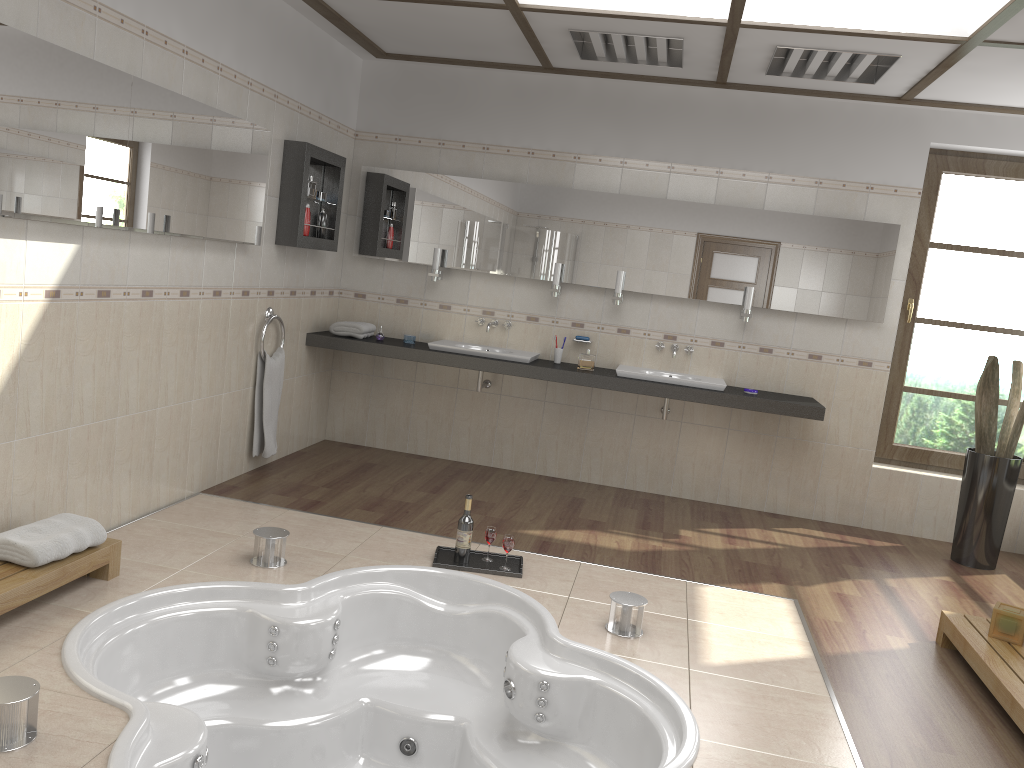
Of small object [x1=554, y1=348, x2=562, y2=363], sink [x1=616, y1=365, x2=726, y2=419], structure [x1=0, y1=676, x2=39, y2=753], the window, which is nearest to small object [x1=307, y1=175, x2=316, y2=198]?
small object [x1=554, y1=348, x2=562, y2=363]

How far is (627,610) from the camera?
3.4 meters

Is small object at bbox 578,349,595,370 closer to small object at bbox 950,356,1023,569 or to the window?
the window

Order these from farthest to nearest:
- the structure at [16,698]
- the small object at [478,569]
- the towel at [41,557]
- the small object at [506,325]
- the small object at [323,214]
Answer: the small object at [506,325] < the small object at [323,214] < the small object at [478,569] < the towel at [41,557] < the structure at [16,698]

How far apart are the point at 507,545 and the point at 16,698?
2.1m

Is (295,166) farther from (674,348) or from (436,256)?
(674,348)

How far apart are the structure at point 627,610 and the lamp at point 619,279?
2.49m

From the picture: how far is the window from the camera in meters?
5.5 m

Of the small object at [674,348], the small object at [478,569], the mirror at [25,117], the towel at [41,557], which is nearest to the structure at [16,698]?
the towel at [41,557]

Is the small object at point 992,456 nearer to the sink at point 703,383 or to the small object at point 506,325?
the sink at point 703,383
